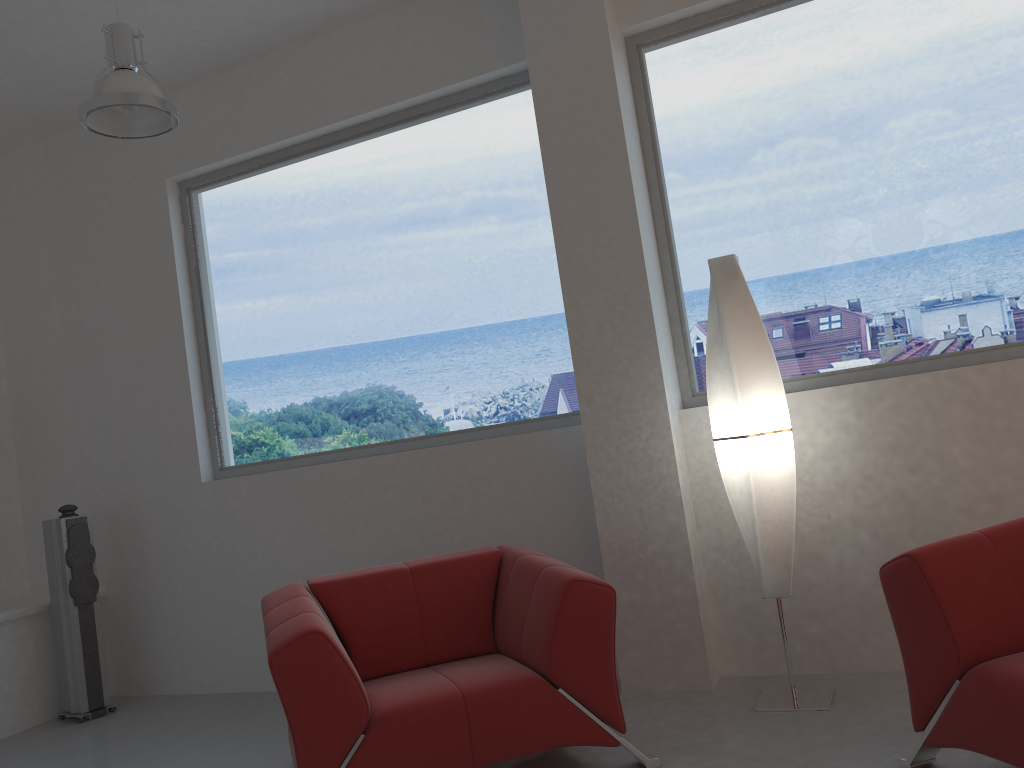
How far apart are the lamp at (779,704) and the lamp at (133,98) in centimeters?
230cm

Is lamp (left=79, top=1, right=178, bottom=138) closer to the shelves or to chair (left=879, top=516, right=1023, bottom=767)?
the shelves

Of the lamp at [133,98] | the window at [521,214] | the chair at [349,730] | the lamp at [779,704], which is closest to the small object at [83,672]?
the window at [521,214]

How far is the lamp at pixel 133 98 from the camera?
3.5 meters

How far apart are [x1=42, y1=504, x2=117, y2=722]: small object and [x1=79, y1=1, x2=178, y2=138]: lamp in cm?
226

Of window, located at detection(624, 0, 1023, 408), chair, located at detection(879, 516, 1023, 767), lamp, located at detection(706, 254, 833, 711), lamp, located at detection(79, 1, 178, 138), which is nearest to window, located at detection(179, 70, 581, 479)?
window, located at detection(624, 0, 1023, 408)

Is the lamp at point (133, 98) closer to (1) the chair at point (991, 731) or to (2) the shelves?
(2) the shelves

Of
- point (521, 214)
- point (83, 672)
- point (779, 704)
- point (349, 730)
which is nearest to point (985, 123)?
point (521, 214)

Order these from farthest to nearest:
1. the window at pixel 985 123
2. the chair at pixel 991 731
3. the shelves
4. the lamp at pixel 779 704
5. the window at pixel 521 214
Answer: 1. the shelves
2. the window at pixel 521 214
3. the window at pixel 985 123
4. the lamp at pixel 779 704
5. the chair at pixel 991 731

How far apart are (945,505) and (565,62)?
2.52m
